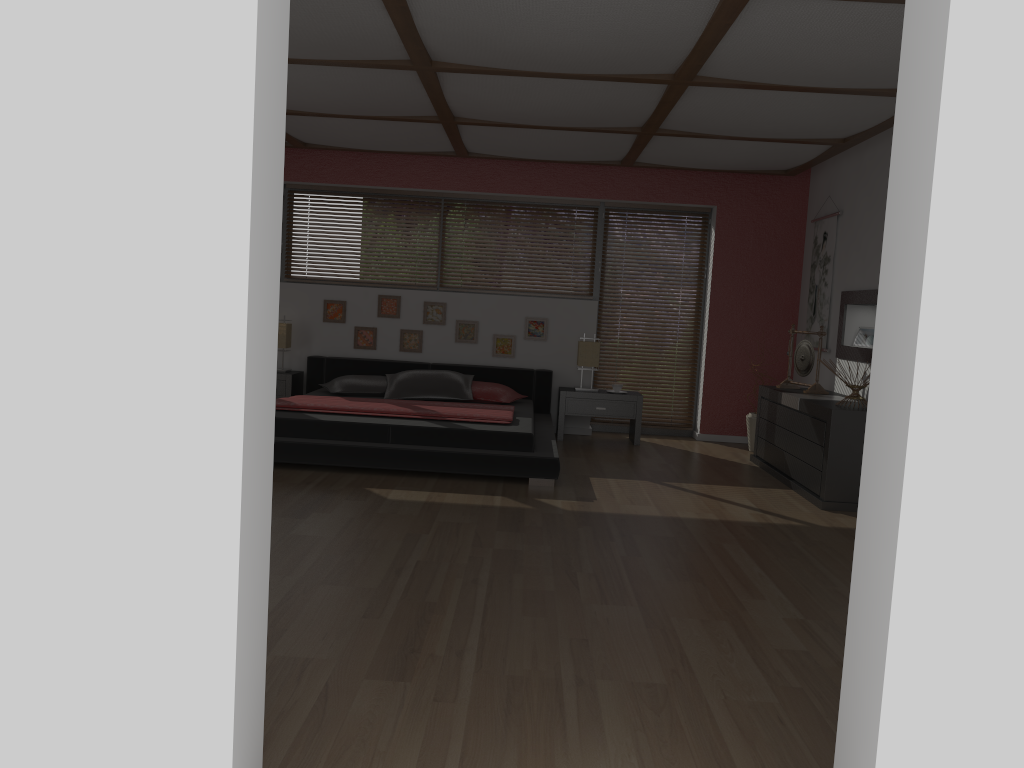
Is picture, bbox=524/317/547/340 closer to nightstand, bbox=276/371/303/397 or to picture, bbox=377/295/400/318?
picture, bbox=377/295/400/318

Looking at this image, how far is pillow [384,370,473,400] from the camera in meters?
7.1

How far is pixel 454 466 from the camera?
5.51m

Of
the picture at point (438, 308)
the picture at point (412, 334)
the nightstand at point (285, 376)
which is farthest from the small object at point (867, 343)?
the nightstand at point (285, 376)

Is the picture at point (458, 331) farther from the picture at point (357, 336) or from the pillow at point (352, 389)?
the pillow at point (352, 389)

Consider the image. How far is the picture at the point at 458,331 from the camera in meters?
7.9

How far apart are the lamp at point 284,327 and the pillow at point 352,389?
0.7m

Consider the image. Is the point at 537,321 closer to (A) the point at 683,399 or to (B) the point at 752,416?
(A) the point at 683,399

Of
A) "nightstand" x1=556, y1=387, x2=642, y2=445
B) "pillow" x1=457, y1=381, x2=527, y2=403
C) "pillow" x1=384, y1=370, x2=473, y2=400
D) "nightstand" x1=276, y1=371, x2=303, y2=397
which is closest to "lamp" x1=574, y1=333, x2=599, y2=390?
"nightstand" x1=556, y1=387, x2=642, y2=445

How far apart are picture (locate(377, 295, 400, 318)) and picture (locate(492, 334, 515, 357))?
0.9 meters
